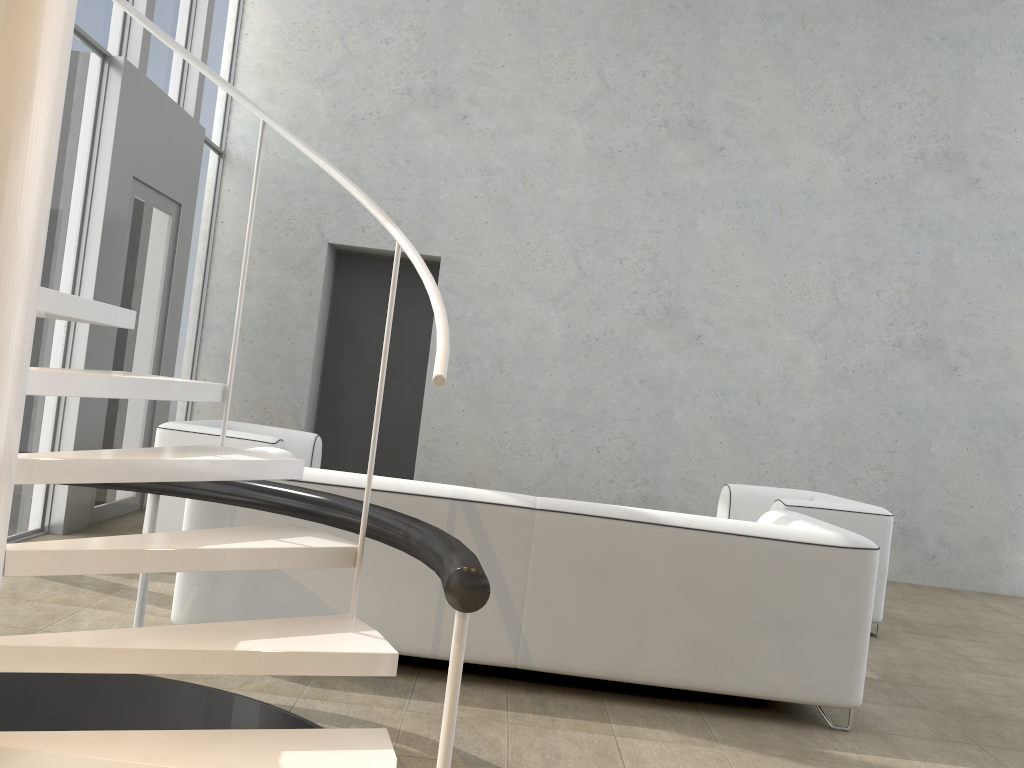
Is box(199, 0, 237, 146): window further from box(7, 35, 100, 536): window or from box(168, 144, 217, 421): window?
box(7, 35, 100, 536): window

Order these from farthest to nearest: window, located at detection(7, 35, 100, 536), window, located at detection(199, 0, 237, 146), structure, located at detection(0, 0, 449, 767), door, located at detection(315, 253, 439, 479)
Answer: door, located at detection(315, 253, 439, 479) → window, located at detection(199, 0, 237, 146) → window, located at detection(7, 35, 100, 536) → structure, located at detection(0, 0, 449, 767)

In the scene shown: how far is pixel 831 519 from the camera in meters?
4.8 m

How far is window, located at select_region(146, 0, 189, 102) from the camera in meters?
5.6 m

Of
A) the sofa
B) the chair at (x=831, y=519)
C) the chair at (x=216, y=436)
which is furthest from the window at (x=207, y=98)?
the chair at (x=831, y=519)

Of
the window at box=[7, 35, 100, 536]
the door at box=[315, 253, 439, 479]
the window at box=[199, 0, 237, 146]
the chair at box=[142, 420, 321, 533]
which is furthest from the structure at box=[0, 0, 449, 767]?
the door at box=[315, 253, 439, 479]

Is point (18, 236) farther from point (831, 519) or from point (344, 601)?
point (831, 519)

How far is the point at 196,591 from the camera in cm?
323

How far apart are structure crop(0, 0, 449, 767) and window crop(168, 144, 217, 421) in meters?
4.0

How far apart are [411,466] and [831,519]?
3.6m
